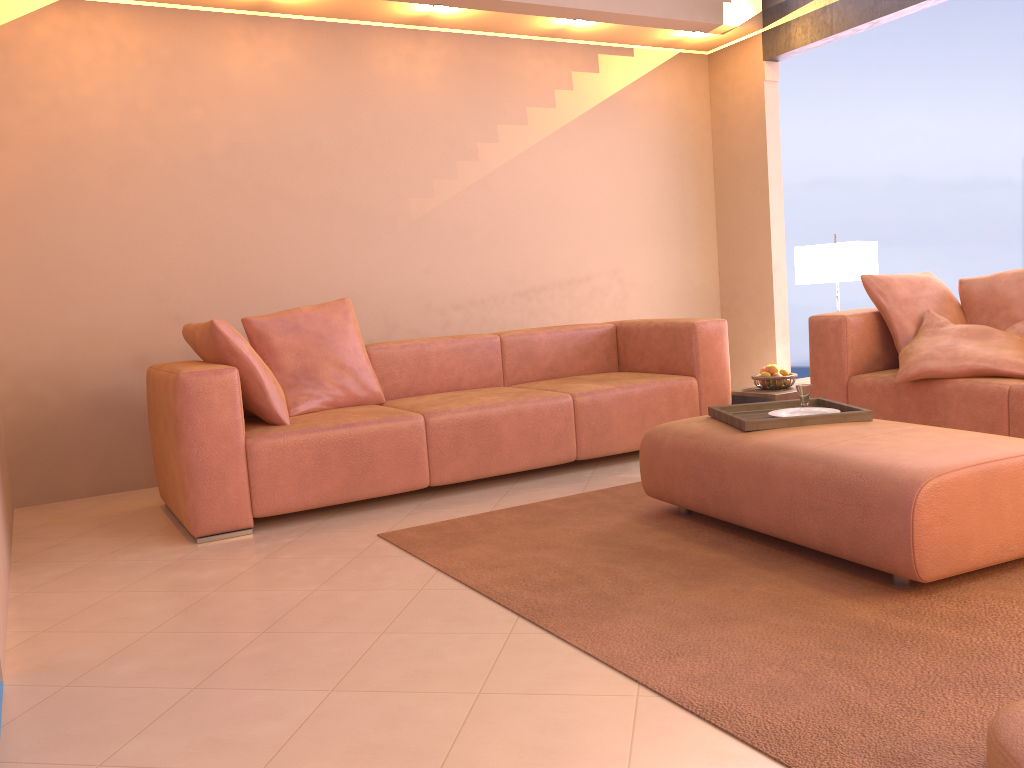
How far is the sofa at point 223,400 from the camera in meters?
3.4 m

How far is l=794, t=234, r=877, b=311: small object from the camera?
4.7m

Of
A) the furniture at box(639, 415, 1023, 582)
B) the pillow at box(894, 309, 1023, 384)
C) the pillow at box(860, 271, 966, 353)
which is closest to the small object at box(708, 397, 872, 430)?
the furniture at box(639, 415, 1023, 582)

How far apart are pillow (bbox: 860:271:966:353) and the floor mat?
1.4 meters

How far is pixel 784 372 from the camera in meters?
4.6

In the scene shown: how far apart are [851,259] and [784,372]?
0.72m

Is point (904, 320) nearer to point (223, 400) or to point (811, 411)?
point (811, 411)

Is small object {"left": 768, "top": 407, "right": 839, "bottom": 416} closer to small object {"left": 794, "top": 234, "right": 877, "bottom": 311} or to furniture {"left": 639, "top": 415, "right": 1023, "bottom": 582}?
furniture {"left": 639, "top": 415, "right": 1023, "bottom": 582}

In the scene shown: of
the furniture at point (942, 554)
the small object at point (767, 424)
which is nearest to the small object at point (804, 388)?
the small object at point (767, 424)

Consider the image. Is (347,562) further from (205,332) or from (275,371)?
(275,371)
